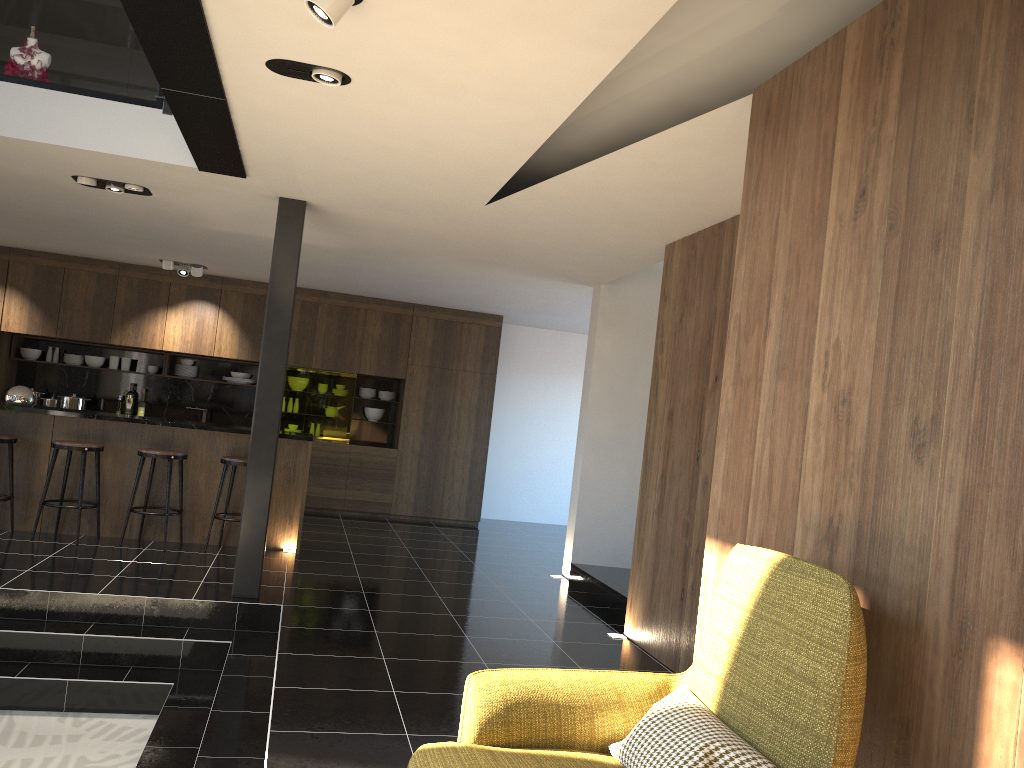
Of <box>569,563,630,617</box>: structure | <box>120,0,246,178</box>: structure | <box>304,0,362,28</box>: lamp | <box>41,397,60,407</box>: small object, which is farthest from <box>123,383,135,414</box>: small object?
<box>304,0,362,28</box>: lamp

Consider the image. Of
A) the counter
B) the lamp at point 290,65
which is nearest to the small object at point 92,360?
the counter

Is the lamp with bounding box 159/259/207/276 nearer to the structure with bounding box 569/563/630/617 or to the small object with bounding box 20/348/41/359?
the small object with bounding box 20/348/41/359

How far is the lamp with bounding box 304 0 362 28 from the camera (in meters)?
2.85

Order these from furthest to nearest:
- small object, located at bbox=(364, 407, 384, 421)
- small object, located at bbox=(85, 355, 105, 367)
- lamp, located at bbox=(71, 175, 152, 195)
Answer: small object, located at bbox=(364, 407, 384, 421) → small object, located at bbox=(85, 355, 105, 367) → lamp, located at bbox=(71, 175, 152, 195)

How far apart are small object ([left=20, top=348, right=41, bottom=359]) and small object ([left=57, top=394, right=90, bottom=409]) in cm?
76

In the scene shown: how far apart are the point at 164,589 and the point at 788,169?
4.81m

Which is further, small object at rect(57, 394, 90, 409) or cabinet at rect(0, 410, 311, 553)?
small object at rect(57, 394, 90, 409)

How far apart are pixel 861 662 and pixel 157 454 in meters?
6.4

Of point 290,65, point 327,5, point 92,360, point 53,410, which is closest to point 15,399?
point 53,410
